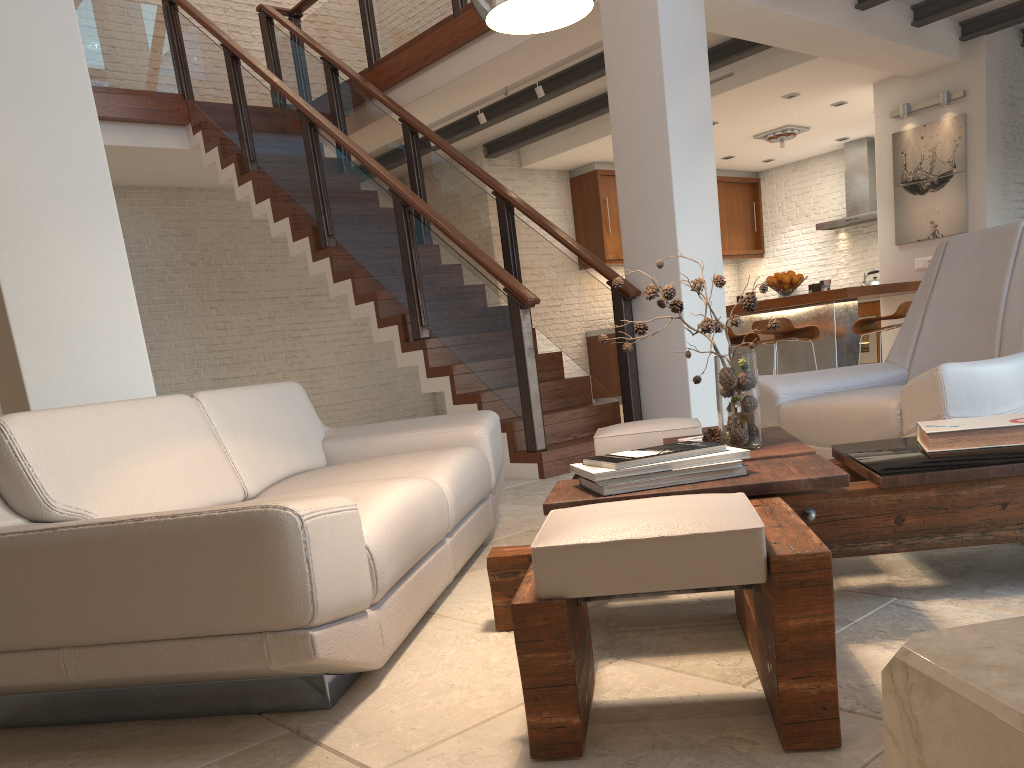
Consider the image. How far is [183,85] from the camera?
8.02m

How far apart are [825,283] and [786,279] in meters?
0.3

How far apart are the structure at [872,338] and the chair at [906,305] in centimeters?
441cm

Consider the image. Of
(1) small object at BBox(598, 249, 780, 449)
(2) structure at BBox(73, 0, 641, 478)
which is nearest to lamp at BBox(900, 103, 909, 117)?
(2) structure at BBox(73, 0, 641, 478)

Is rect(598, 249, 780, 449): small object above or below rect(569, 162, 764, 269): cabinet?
below

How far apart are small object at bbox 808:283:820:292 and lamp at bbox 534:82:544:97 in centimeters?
282cm

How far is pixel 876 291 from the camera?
6.8m

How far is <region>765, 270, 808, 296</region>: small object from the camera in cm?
737

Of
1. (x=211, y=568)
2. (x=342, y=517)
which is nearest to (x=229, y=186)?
(x=342, y=517)

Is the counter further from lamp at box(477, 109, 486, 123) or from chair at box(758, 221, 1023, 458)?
lamp at box(477, 109, 486, 123)
